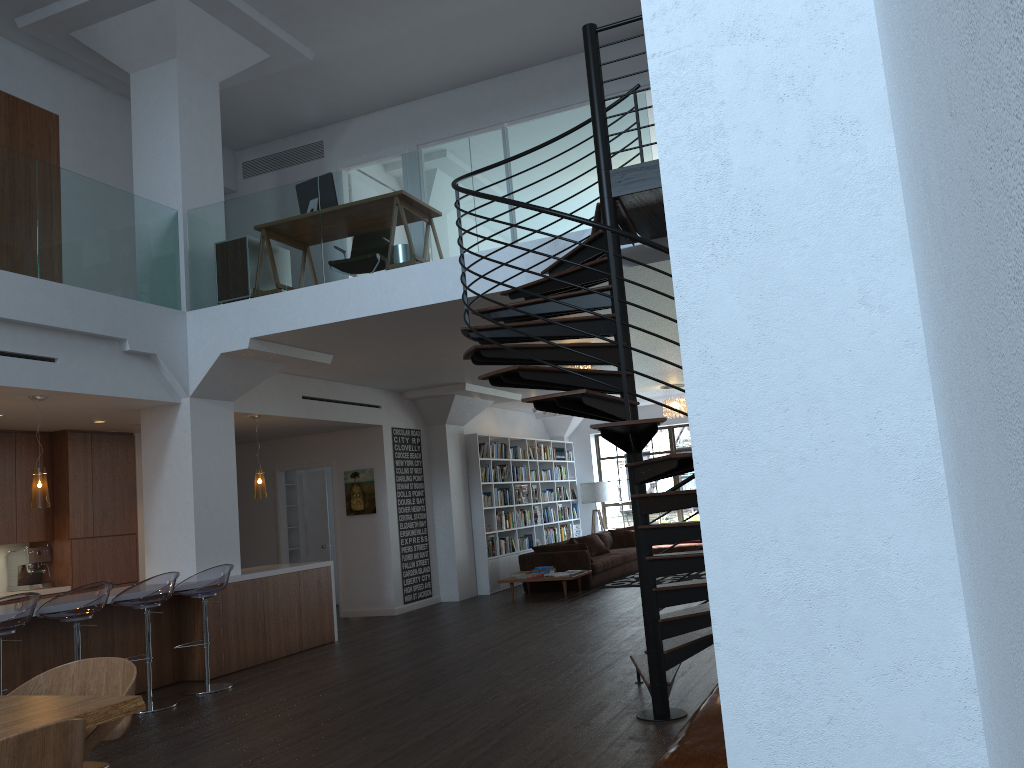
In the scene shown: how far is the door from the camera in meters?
13.1 m

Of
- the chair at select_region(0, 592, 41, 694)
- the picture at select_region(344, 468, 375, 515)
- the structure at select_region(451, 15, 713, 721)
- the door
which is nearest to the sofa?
the picture at select_region(344, 468, 375, 515)

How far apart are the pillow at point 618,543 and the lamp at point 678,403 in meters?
2.9

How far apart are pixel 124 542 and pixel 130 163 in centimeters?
433cm

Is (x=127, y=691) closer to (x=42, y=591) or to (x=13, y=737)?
(x=13, y=737)

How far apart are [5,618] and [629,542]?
11.69m

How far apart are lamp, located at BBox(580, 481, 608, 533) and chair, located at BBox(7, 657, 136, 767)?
13.95m

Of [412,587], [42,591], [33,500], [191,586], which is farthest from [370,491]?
[33,500]

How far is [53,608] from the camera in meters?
6.1

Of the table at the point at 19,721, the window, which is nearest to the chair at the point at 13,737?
the table at the point at 19,721
